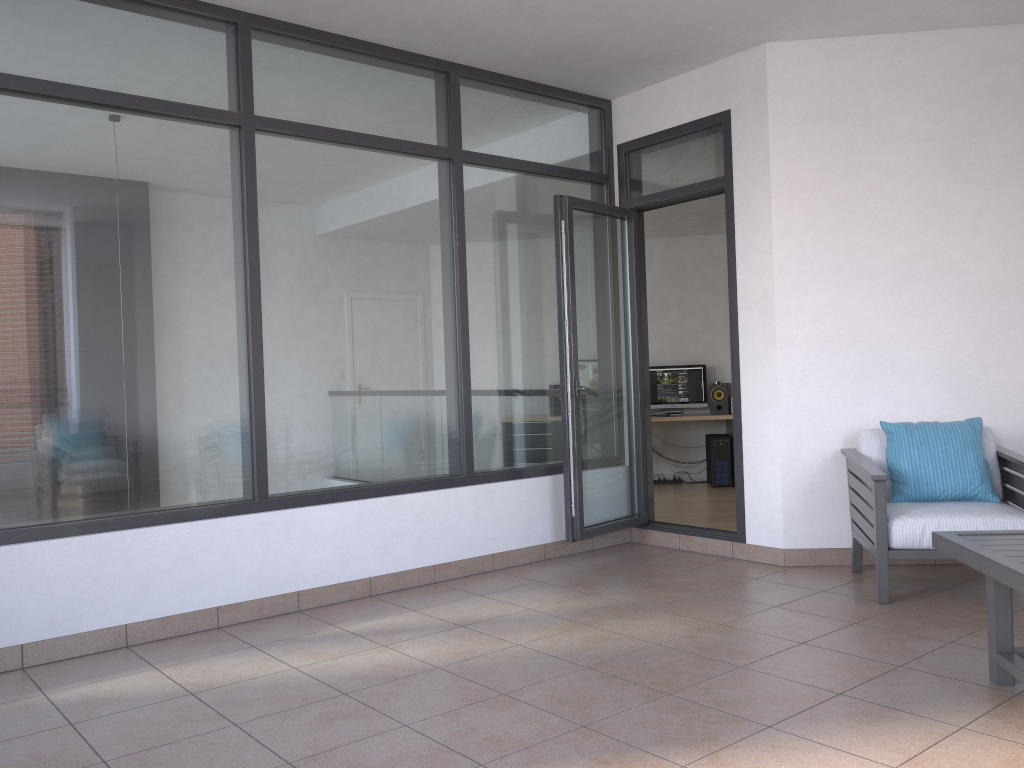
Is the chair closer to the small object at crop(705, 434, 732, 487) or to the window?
the window

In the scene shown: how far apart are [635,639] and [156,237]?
2.74m

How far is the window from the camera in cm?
372

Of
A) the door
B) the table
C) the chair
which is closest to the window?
the door

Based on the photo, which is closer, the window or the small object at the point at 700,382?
the window

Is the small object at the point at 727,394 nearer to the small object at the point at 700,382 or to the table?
the small object at the point at 700,382

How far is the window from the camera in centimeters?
372cm

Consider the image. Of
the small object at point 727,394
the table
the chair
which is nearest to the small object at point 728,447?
the small object at point 727,394

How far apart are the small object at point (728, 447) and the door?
3.5m

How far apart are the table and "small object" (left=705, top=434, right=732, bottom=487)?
5.9m
